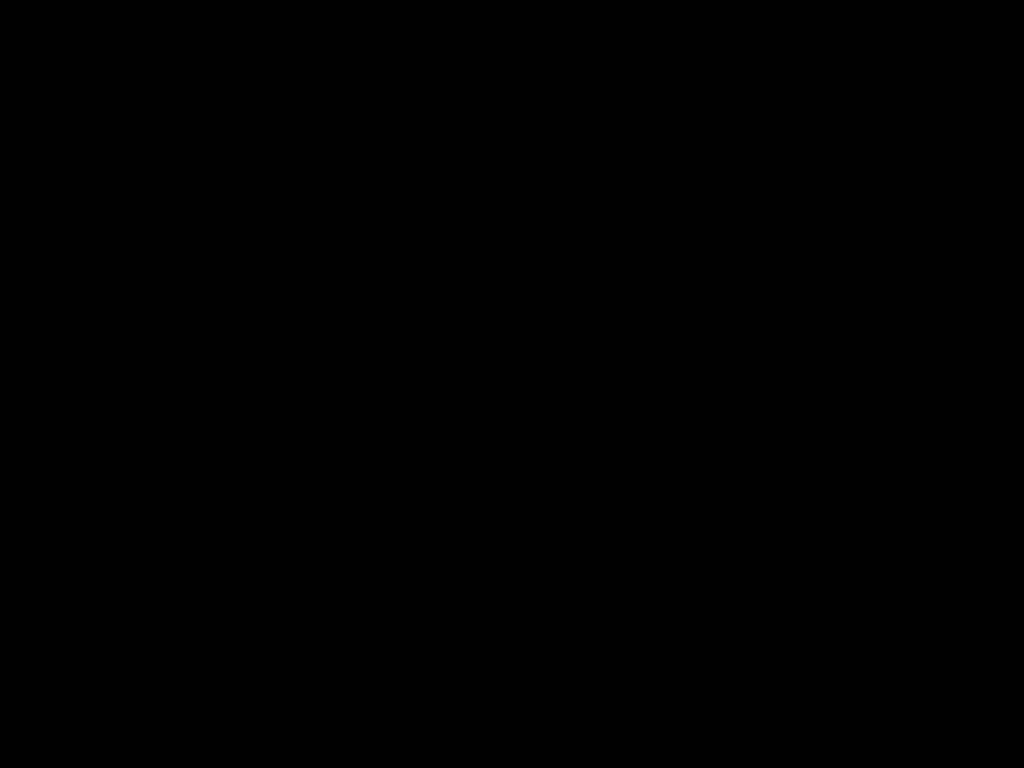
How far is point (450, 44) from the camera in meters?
0.5

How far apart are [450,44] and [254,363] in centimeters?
203cm

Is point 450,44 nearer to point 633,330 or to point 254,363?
point 254,363

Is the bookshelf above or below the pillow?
below

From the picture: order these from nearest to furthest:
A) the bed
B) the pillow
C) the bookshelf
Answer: the bed
the bookshelf
the pillow

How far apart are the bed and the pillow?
0.0 meters

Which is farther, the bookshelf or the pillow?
the pillow

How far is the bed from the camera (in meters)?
0.55

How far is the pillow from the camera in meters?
2.8 m

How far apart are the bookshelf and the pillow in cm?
5
